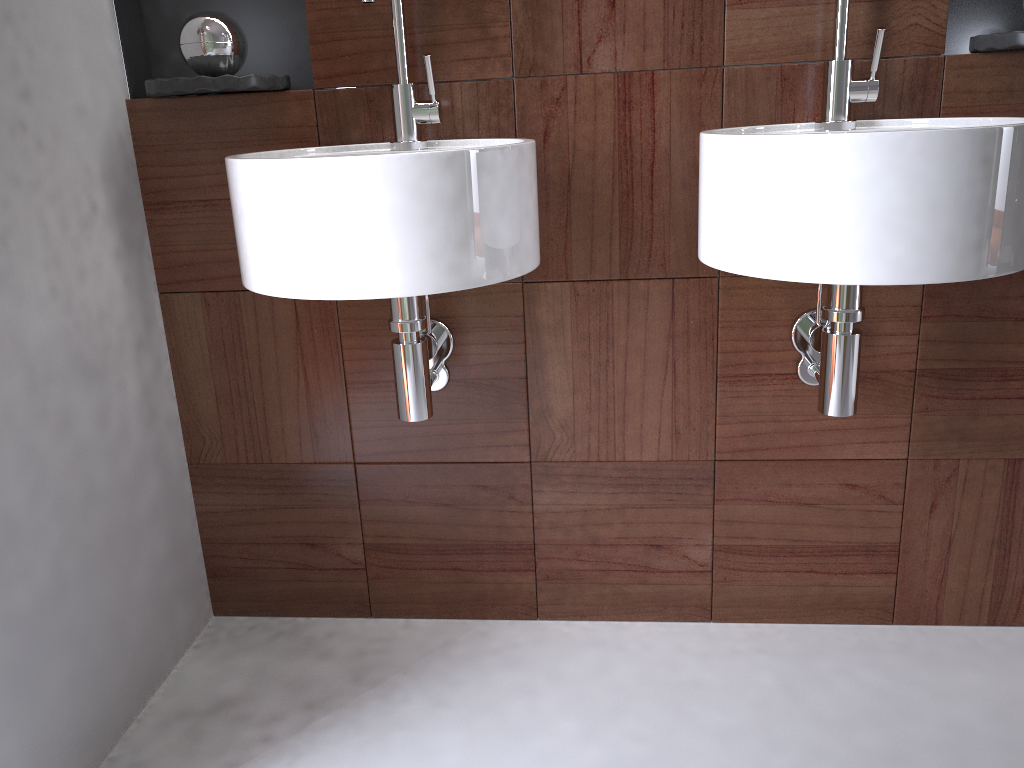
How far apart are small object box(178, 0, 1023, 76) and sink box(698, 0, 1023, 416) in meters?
0.7

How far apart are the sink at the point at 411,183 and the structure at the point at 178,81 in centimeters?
12cm

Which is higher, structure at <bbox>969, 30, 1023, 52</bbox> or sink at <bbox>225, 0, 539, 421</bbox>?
structure at <bbox>969, 30, 1023, 52</bbox>

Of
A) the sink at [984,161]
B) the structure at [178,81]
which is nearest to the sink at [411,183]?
the structure at [178,81]

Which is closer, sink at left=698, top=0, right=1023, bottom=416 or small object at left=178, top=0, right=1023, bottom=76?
sink at left=698, top=0, right=1023, bottom=416

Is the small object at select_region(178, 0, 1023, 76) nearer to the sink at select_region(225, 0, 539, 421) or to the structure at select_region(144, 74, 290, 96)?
the structure at select_region(144, 74, 290, 96)

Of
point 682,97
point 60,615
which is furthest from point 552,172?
point 60,615

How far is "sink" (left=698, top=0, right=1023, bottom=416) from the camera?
1.0 meters

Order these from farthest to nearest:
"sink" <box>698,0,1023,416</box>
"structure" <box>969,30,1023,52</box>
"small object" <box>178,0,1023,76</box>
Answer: "small object" <box>178,0,1023,76</box> < "structure" <box>969,30,1023,52</box> < "sink" <box>698,0,1023,416</box>

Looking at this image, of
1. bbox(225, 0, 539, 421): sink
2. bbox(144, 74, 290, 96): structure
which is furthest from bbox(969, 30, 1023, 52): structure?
bbox(144, 74, 290, 96): structure
